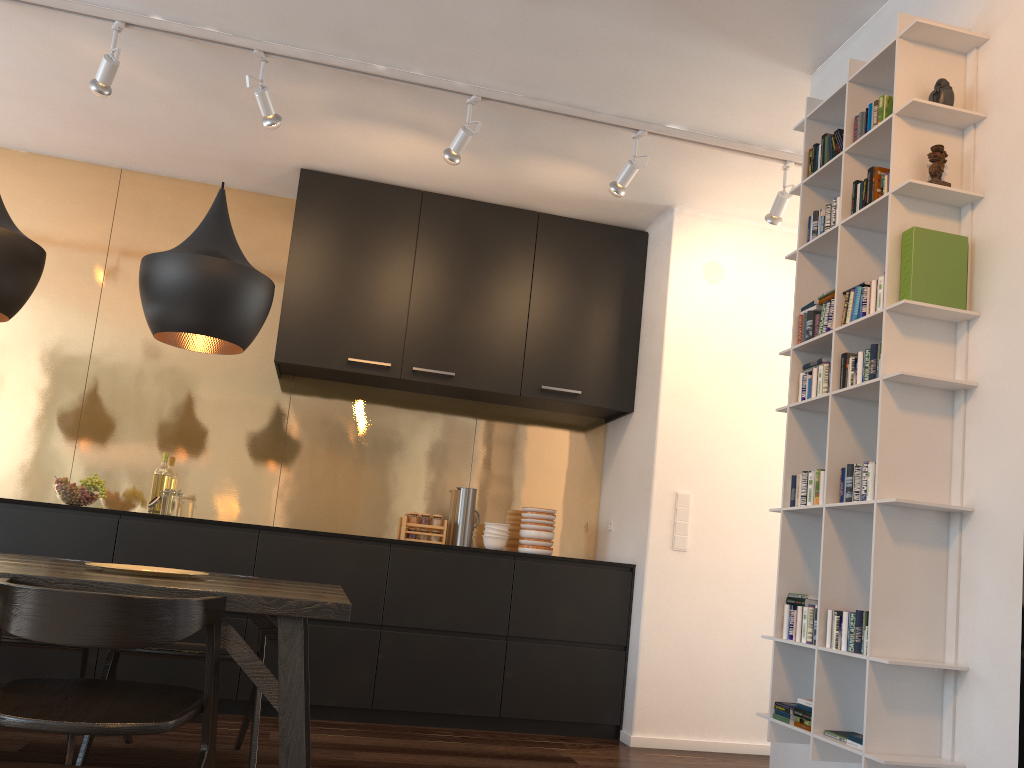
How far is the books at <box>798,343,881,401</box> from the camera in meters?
2.4 m

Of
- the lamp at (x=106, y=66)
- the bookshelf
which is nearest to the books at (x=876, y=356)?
the bookshelf

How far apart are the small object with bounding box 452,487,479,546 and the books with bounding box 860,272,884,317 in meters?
2.9

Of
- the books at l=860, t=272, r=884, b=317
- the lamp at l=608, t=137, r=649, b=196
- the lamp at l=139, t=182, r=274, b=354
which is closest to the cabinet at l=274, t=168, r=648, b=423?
the lamp at l=608, t=137, r=649, b=196

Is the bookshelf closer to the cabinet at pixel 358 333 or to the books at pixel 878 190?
the books at pixel 878 190

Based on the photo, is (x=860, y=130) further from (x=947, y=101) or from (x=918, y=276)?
(x=918, y=276)

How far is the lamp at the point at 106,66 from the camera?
3.5 meters

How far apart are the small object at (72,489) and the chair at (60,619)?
2.2m

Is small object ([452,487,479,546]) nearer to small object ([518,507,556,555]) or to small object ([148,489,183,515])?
small object ([518,507,556,555])

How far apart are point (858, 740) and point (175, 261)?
2.31m
